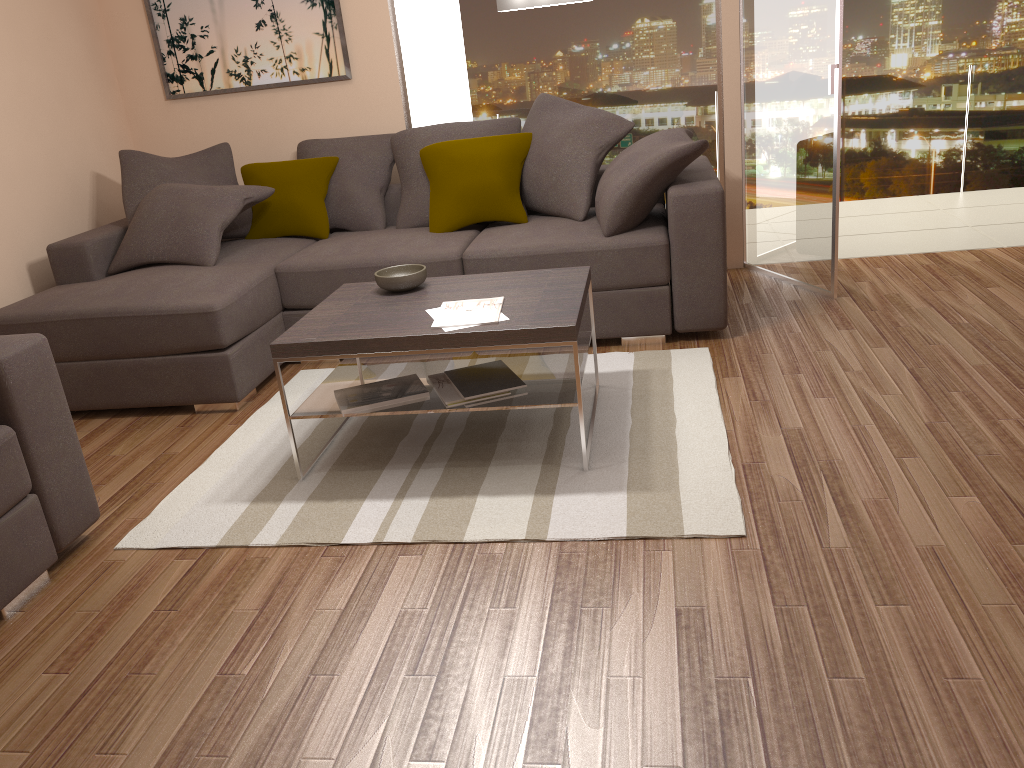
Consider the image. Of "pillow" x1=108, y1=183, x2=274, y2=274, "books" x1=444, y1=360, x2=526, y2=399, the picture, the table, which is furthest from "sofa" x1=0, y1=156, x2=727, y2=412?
"books" x1=444, y1=360, x2=526, y2=399

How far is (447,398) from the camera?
3.3 meters

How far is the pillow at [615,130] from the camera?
4.7 meters

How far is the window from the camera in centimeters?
530cm

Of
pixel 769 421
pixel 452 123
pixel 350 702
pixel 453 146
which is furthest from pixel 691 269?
pixel 350 702

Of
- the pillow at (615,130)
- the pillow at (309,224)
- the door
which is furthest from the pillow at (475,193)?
the door

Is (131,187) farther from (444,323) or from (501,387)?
(501,387)

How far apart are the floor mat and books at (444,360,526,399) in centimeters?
28cm

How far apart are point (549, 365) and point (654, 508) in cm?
85

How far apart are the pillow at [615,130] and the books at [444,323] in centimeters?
141cm
